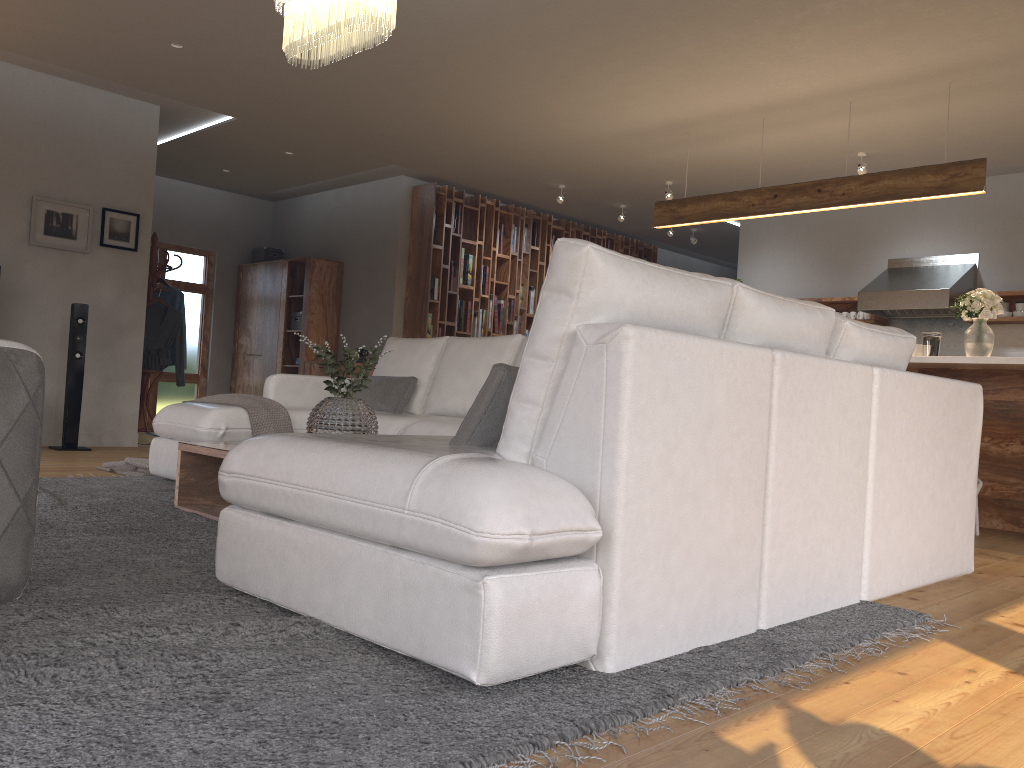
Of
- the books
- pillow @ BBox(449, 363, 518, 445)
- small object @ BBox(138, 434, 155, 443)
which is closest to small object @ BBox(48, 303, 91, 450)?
small object @ BBox(138, 434, 155, 443)

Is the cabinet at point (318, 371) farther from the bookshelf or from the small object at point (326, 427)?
the small object at point (326, 427)

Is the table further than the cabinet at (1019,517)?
No

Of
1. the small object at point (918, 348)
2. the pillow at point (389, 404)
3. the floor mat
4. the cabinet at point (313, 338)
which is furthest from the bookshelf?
the small object at point (918, 348)

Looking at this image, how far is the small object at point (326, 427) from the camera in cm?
344

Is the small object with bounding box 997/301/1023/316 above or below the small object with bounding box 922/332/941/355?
above

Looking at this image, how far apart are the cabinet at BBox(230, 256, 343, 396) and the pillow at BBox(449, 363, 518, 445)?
7.4 meters

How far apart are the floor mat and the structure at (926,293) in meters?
5.4

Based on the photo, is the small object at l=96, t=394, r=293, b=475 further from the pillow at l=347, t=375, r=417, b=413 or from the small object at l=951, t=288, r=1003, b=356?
the small object at l=951, t=288, r=1003, b=356

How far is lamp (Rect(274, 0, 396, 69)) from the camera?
3.5m
